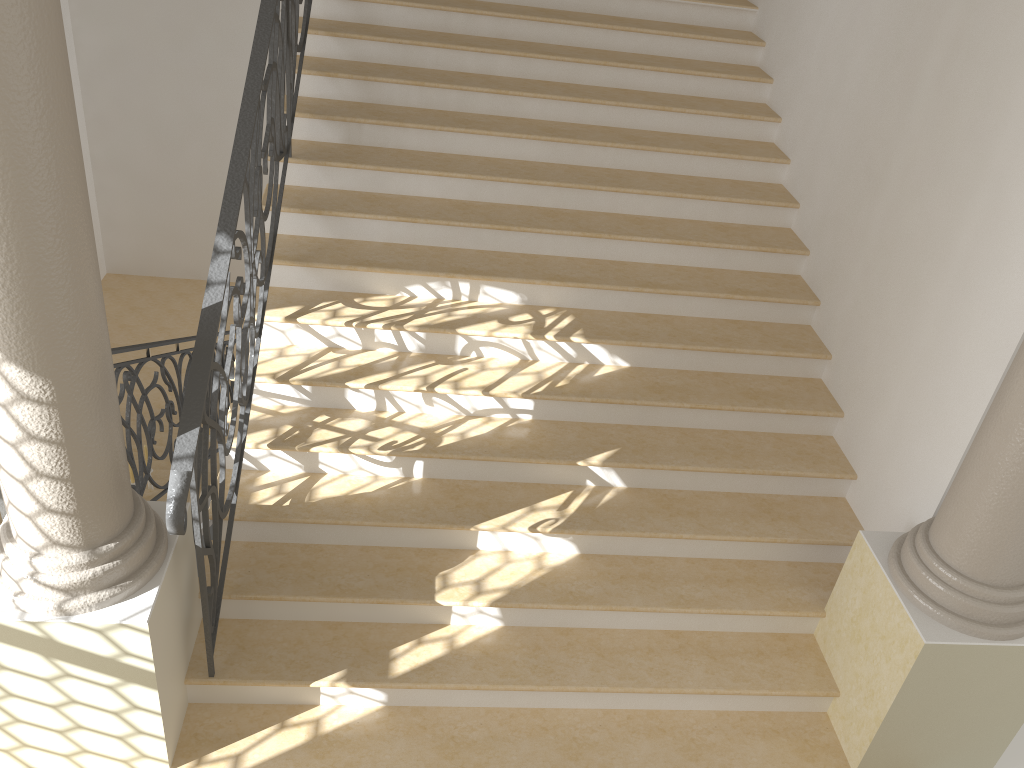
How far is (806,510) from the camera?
4.3 meters

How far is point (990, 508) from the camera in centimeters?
313cm

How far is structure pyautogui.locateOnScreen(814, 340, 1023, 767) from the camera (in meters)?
3.13

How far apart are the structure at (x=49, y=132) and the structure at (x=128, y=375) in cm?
138

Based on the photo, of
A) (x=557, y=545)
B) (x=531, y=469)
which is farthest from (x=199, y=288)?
(x=557, y=545)

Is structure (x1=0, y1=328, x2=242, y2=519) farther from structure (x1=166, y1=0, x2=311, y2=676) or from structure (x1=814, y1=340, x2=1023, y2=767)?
structure (x1=814, y1=340, x2=1023, y2=767)

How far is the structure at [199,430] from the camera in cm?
287

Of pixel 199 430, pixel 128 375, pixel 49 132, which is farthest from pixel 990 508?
pixel 128 375

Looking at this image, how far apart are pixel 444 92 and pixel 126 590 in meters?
3.5

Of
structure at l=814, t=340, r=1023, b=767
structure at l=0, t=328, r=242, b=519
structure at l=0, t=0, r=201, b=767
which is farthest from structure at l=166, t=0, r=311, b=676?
structure at l=814, t=340, r=1023, b=767
